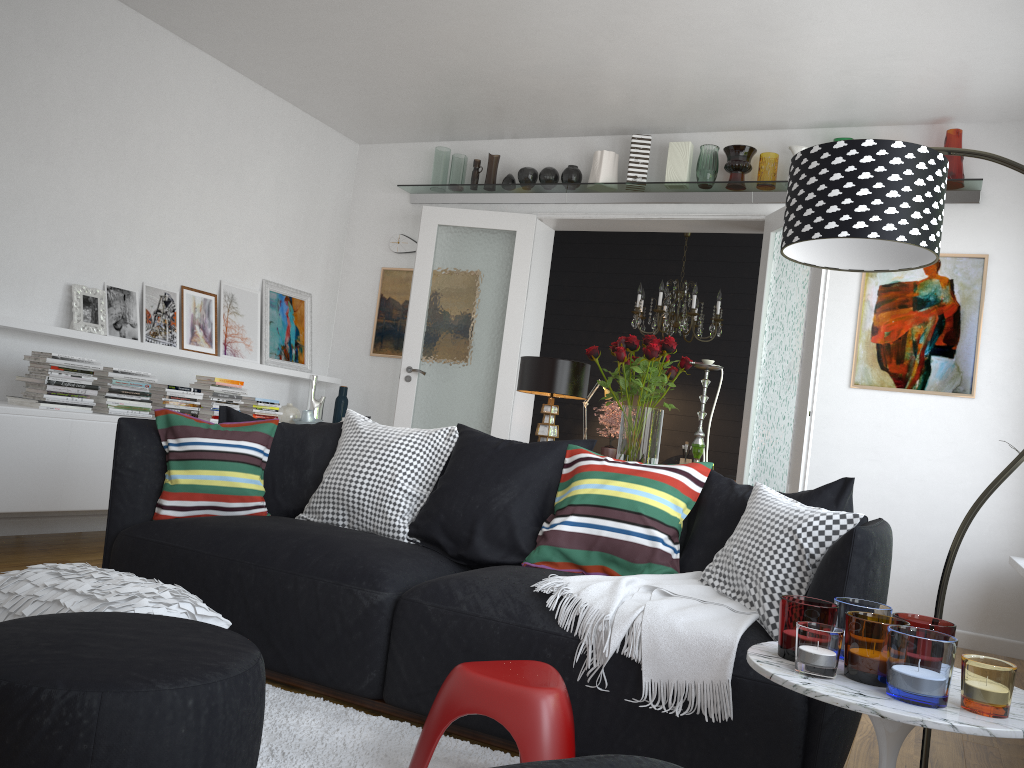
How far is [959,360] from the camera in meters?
5.2

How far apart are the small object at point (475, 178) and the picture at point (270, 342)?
1.6 meters

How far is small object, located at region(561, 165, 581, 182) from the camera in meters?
6.2 m

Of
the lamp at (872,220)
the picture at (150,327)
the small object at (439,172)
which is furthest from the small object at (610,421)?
the lamp at (872,220)

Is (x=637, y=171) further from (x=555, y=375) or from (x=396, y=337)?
(x=555, y=375)

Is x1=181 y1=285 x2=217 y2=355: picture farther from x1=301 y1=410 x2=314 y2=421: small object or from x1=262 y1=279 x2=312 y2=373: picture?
x1=301 y1=410 x2=314 y2=421: small object

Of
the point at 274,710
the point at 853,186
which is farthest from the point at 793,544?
the point at 274,710

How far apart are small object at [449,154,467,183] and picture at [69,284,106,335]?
2.6m

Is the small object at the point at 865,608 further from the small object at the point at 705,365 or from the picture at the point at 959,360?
the picture at the point at 959,360

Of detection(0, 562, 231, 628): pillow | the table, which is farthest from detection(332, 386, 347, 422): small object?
the table
